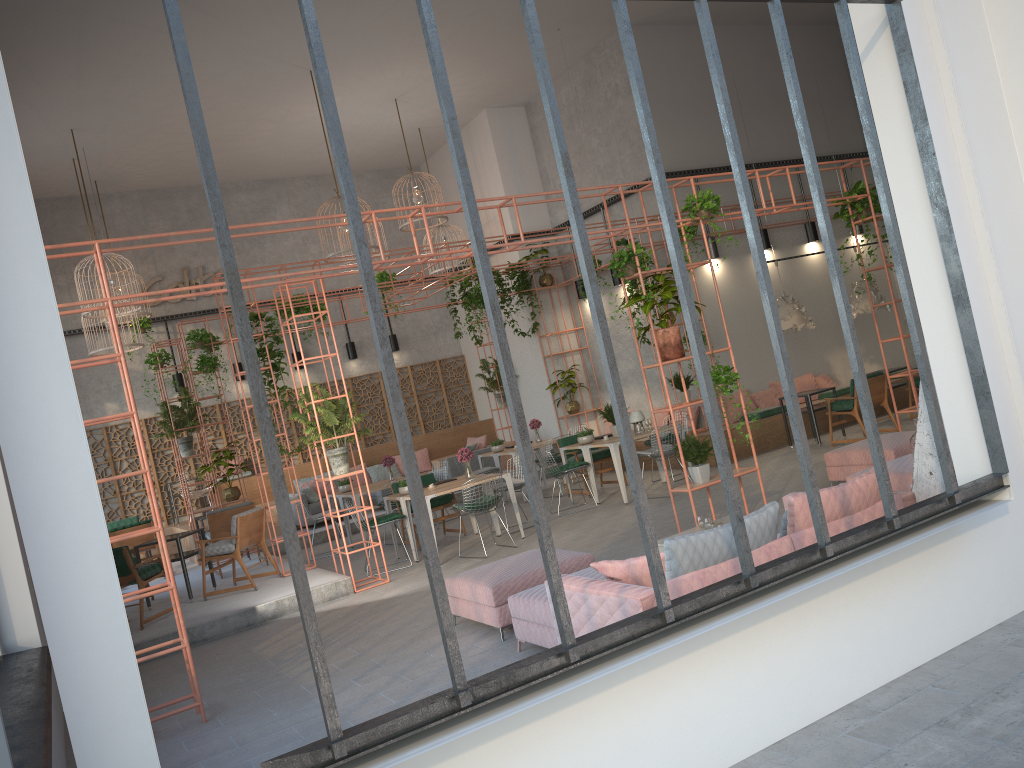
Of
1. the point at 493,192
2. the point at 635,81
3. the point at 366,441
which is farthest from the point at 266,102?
the point at 635,81

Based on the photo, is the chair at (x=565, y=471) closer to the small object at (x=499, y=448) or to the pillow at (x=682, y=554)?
the small object at (x=499, y=448)

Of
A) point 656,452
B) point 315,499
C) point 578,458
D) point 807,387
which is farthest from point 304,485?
point 807,387

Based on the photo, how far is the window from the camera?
2.83m

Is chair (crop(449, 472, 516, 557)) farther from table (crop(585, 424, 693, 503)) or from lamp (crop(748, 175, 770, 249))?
lamp (crop(748, 175, 770, 249))

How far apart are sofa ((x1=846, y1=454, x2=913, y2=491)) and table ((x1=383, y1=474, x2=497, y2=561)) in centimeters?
587cm

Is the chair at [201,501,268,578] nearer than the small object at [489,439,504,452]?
Yes

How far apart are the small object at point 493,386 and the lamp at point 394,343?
2.4m

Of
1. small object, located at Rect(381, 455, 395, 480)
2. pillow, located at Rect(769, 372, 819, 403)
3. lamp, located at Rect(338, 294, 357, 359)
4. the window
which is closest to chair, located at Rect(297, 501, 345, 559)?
small object, located at Rect(381, 455, 395, 480)

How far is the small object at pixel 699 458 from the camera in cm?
870
